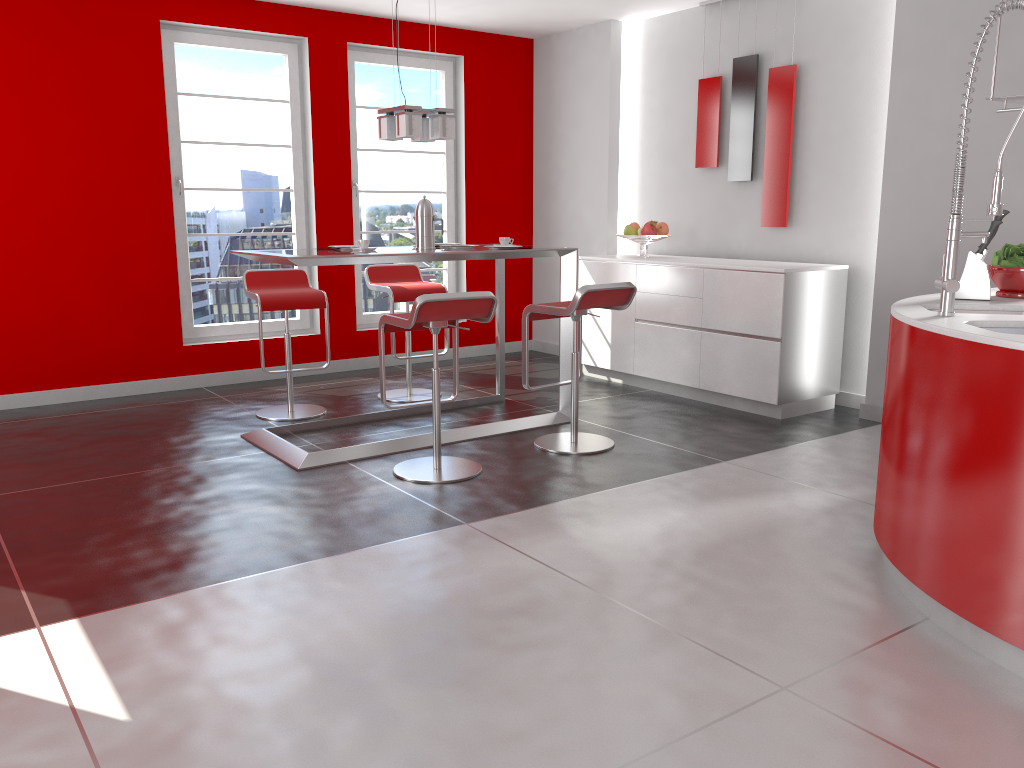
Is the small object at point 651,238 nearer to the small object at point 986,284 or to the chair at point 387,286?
the chair at point 387,286

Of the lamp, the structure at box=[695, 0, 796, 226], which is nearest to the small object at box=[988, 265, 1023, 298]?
the structure at box=[695, 0, 796, 226]

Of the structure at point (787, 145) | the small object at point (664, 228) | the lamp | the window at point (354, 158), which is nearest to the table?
the lamp

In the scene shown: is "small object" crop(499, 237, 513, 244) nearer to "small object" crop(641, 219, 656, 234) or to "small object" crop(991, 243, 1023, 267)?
"small object" crop(641, 219, 656, 234)

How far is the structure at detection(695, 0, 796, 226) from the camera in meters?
5.6 m

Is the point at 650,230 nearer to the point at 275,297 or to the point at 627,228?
the point at 627,228

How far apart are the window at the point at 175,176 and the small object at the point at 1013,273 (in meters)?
4.68

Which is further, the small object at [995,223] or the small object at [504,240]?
the small object at [504,240]

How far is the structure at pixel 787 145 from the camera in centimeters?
563cm

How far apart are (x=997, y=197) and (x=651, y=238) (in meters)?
3.61
